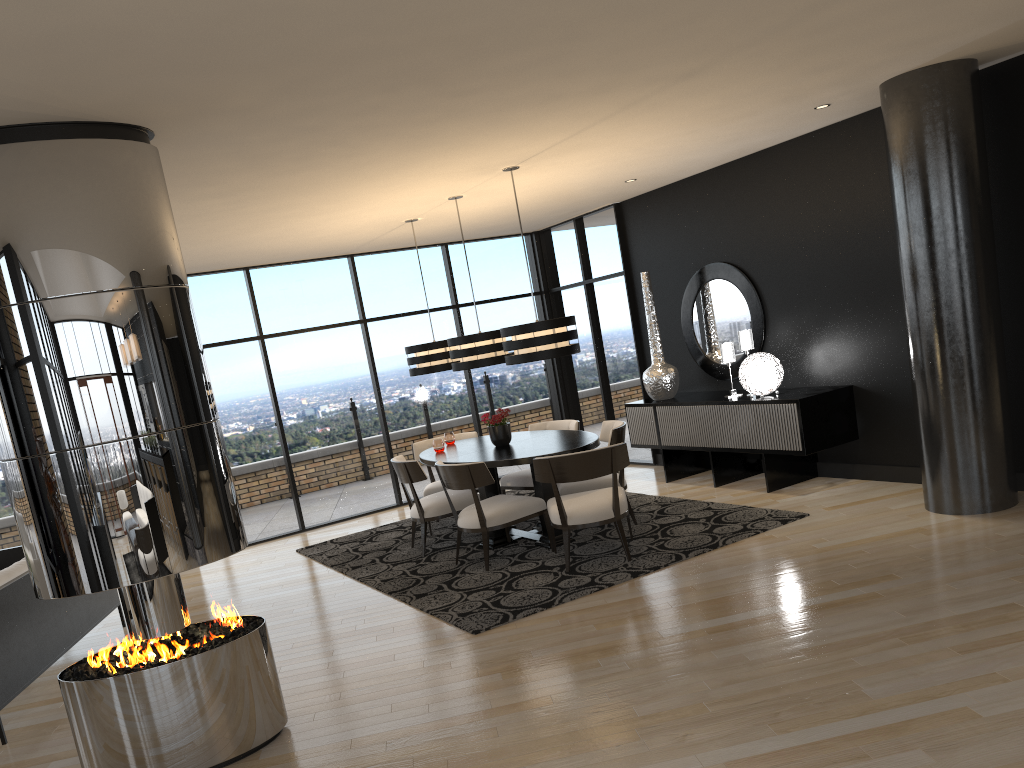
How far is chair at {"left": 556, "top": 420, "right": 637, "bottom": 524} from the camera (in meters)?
6.64

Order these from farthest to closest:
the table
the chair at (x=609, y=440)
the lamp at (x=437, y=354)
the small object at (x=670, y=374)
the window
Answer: the window → the small object at (x=670, y=374) → the lamp at (x=437, y=354) → the chair at (x=609, y=440) → the table

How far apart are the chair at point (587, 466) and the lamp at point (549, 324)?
0.7 meters

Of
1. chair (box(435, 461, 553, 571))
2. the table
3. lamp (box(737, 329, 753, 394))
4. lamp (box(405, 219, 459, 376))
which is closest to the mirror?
lamp (box(737, 329, 753, 394))

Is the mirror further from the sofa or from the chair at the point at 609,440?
the sofa

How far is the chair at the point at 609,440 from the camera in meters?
6.6

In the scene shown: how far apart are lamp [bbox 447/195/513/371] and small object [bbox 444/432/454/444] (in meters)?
0.98

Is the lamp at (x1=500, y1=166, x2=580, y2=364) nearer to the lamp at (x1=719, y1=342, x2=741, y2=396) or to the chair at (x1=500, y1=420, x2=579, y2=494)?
the chair at (x1=500, y1=420, x2=579, y2=494)

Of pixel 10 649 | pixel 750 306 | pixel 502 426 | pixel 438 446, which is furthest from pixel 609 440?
pixel 10 649

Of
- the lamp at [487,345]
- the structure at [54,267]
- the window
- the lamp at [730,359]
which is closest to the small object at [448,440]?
the lamp at [487,345]
